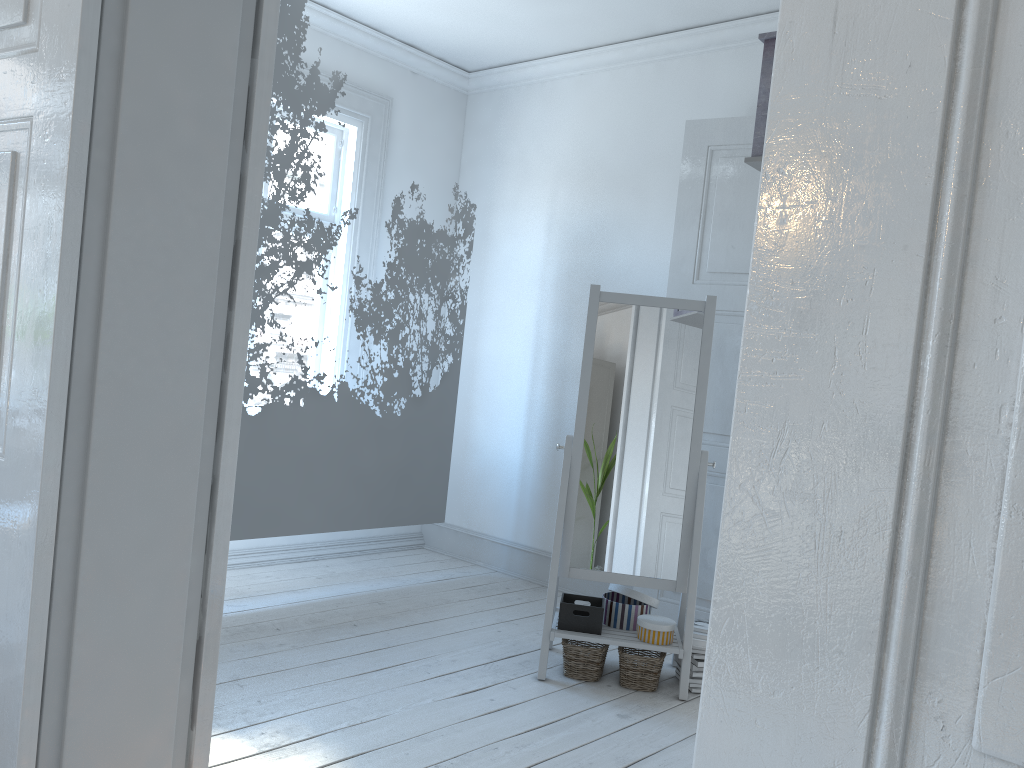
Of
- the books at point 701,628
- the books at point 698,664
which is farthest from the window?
the books at point 698,664

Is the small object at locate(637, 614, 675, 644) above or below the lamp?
below

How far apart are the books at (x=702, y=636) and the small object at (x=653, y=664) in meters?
0.2

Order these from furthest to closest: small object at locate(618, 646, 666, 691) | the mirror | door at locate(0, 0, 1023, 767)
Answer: the mirror, small object at locate(618, 646, 666, 691), door at locate(0, 0, 1023, 767)

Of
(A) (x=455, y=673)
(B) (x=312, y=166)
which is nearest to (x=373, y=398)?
(B) (x=312, y=166)

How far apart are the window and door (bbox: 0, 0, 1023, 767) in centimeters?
283cm

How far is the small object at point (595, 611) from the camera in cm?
330

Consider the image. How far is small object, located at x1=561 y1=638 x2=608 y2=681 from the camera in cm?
327

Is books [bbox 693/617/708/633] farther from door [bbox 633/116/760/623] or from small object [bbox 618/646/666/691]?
door [bbox 633/116/760/623]

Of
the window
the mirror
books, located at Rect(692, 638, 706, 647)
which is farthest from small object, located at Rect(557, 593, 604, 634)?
the window
